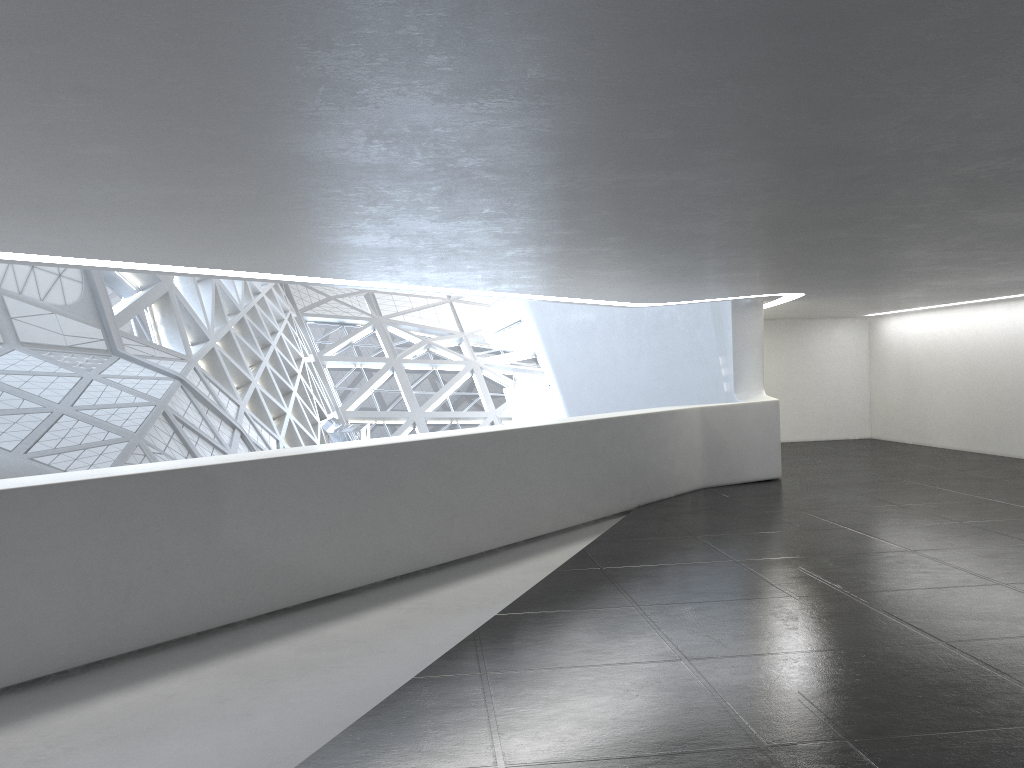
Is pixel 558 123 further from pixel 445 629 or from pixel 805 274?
pixel 805 274
